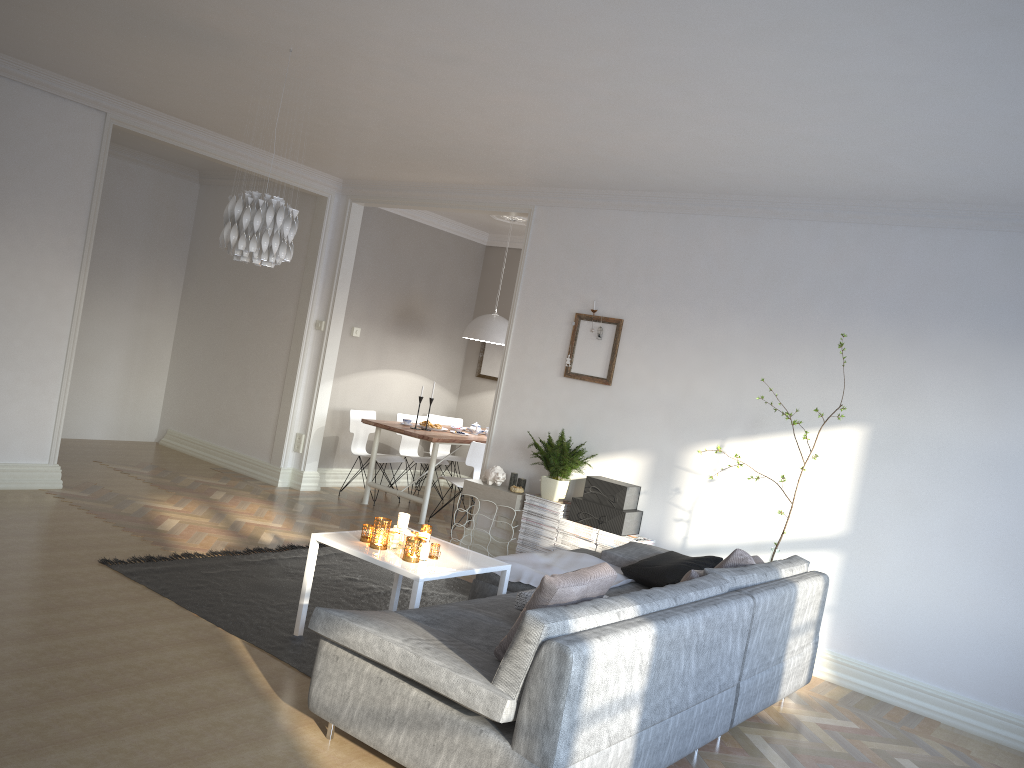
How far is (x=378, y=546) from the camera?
4.16m

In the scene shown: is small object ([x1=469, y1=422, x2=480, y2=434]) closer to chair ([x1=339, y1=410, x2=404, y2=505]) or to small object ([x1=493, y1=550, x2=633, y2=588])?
chair ([x1=339, y1=410, x2=404, y2=505])

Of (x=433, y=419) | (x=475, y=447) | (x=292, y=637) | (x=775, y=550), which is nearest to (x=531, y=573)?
(x=292, y=637)

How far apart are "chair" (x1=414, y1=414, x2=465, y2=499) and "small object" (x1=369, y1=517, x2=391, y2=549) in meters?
4.8

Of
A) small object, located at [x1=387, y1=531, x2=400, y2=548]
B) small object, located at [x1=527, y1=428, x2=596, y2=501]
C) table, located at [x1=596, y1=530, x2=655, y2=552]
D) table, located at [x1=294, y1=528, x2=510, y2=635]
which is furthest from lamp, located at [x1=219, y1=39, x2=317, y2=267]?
table, located at [x1=596, y1=530, x2=655, y2=552]

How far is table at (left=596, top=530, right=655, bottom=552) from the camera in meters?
5.7

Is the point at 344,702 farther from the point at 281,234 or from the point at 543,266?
the point at 543,266

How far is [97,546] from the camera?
5.1m

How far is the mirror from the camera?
9.5m

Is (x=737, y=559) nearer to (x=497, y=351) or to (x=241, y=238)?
(x=241, y=238)
